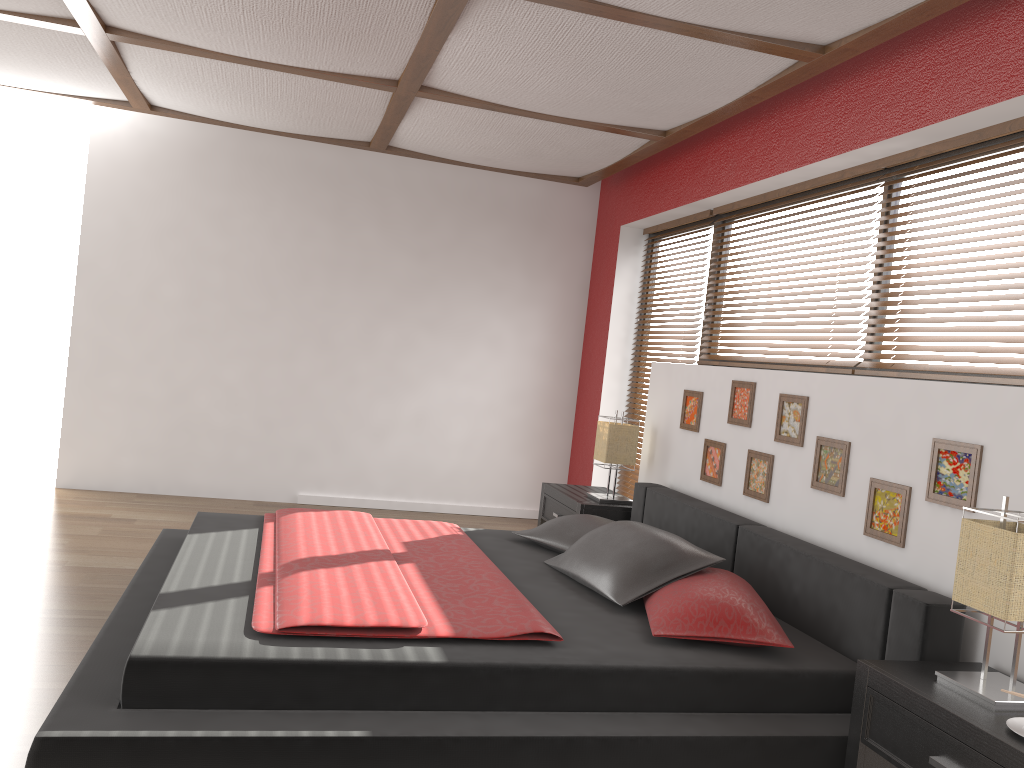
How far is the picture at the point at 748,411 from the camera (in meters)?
3.89

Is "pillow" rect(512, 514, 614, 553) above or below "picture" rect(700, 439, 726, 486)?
below

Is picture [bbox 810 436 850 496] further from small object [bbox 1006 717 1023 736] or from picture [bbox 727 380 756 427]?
small object [bbox 1006 717 1023 736]

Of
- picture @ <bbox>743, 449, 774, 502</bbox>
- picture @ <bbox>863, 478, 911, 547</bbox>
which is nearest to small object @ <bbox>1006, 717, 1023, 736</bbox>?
picture @ <bbox>863, 478, 911, 547</bbox>

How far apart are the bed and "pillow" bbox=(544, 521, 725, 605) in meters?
0.0 m

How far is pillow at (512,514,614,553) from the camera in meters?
3.8 m

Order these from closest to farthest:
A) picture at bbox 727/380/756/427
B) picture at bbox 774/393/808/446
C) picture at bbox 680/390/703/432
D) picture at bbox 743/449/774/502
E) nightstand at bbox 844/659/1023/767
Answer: nightstand at bbox 844/659/1023/767, picture at bbox 774/393/808/446, picture at bbox 743/449/774/502, picture at bbox 727/380/756/427, picture at bbox 680/390/703/432

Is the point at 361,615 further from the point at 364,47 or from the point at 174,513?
the point at 174,513

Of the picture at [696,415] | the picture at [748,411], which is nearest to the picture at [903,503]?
the picture at [748,411]

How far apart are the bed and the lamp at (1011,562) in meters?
0.2
